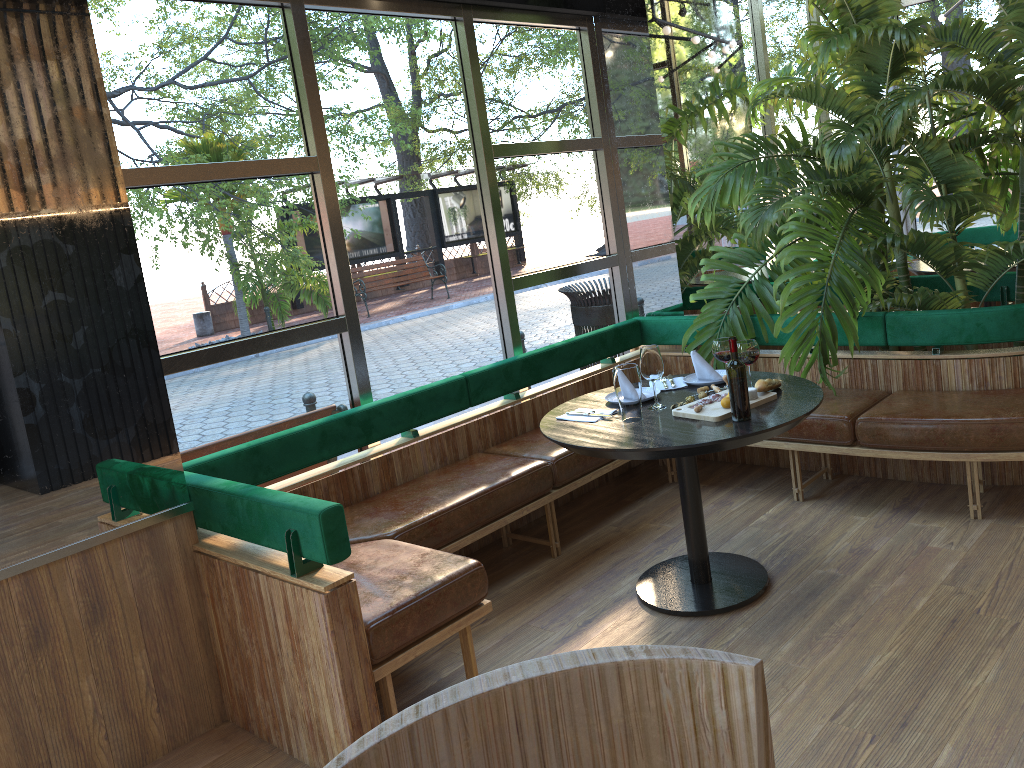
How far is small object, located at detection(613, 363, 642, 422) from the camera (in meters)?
3.27

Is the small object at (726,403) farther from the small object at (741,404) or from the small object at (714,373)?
the small object at (714,373)

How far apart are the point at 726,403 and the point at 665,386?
0.6m

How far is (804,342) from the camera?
4.20m

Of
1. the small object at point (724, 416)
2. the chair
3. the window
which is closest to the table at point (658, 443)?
the small object at point (724, 416)

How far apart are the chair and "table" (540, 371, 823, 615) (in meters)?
1.98

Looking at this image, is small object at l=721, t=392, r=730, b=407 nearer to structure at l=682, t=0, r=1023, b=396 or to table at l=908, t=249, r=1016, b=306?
structure at l=682, t=0, r=1023, b=396

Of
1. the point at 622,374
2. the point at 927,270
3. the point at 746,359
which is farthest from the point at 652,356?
the point at 927,270

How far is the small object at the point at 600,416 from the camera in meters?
3.4 m

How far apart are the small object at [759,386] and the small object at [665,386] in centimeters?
47cm
